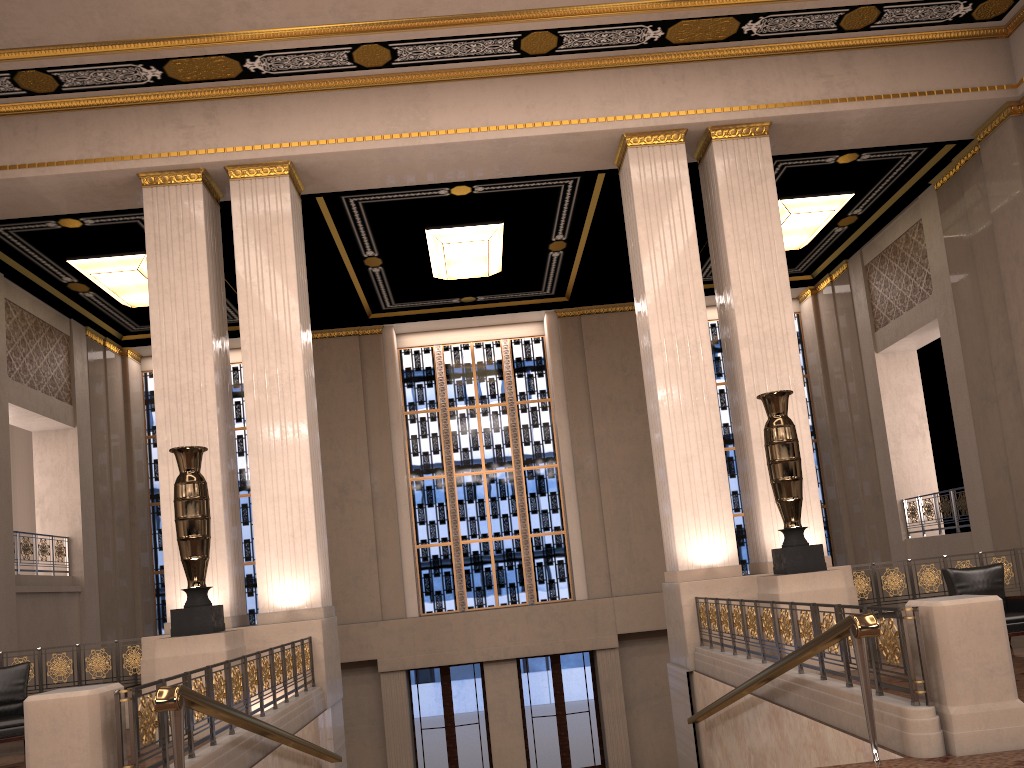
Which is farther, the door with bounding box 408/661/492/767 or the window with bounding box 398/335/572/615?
the window with bounding box 398/335/572/615

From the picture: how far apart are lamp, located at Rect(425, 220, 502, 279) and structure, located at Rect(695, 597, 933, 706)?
6.75m

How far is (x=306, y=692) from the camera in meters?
8.7

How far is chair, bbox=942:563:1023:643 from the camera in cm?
851

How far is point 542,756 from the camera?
15.91m

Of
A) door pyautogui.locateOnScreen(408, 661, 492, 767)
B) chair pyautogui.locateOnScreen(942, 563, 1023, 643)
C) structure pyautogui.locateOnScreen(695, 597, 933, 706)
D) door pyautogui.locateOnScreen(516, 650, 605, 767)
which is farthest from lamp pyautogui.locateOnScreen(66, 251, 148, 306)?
chair pyautogui.locateOnScreen(942, 563, 1023, 643)

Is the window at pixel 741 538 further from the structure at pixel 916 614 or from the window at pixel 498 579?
the structure at pixel 916 614

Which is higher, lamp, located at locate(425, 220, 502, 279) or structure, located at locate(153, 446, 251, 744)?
lamp, located at locate(425, 220, 502, 279)

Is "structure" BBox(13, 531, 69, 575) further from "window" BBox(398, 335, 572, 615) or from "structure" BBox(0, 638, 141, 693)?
"window" BBox(398, 335, 572, 615)

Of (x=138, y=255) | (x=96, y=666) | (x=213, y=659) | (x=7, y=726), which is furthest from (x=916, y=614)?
(x=138, y=255)
